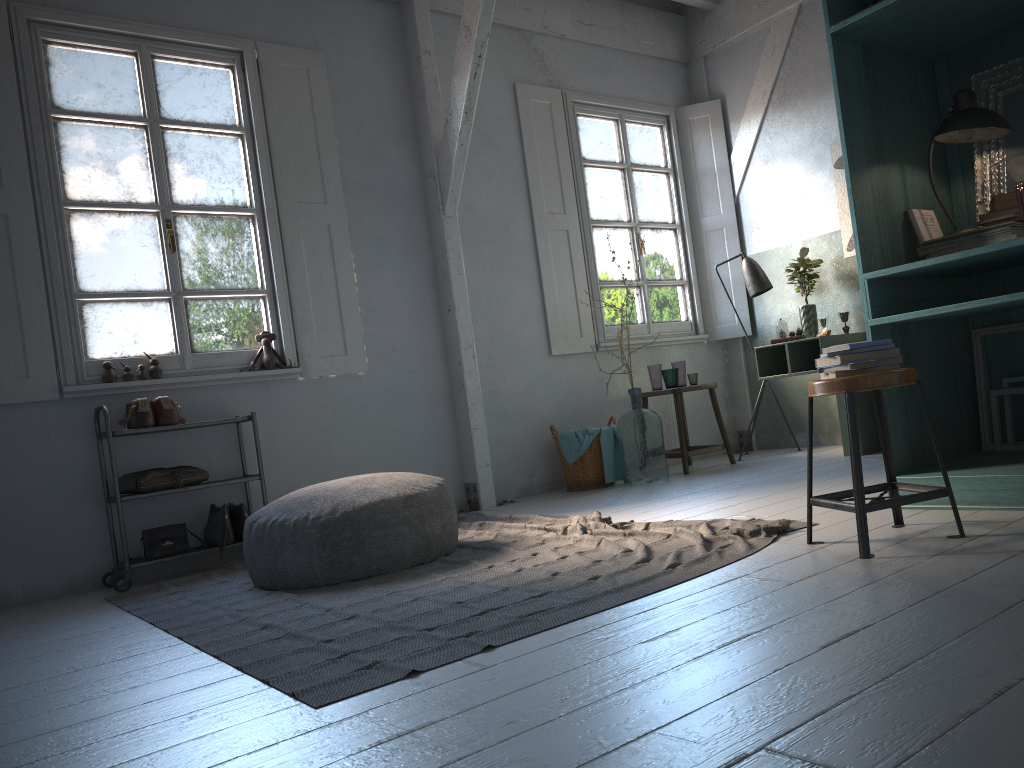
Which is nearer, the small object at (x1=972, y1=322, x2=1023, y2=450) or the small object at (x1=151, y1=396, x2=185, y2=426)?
the small object at (x1=972, y1=322, x2=1023, y2=450)

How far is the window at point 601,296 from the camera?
7.5m

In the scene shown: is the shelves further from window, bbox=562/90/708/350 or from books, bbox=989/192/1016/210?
books, bbox=989/192/1016/210

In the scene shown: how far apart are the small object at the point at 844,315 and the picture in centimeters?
53cm

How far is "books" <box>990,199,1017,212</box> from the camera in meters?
3.6

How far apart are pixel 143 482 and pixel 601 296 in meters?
4.0

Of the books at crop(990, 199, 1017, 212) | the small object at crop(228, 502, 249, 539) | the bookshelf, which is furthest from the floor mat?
the books at crop(990, 199, 1017, 212)

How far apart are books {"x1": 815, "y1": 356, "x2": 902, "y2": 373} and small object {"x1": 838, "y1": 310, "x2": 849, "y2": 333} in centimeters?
396cm

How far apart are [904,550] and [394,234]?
4.5m

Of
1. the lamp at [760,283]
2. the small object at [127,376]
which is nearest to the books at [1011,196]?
the lamp at [760,283]
